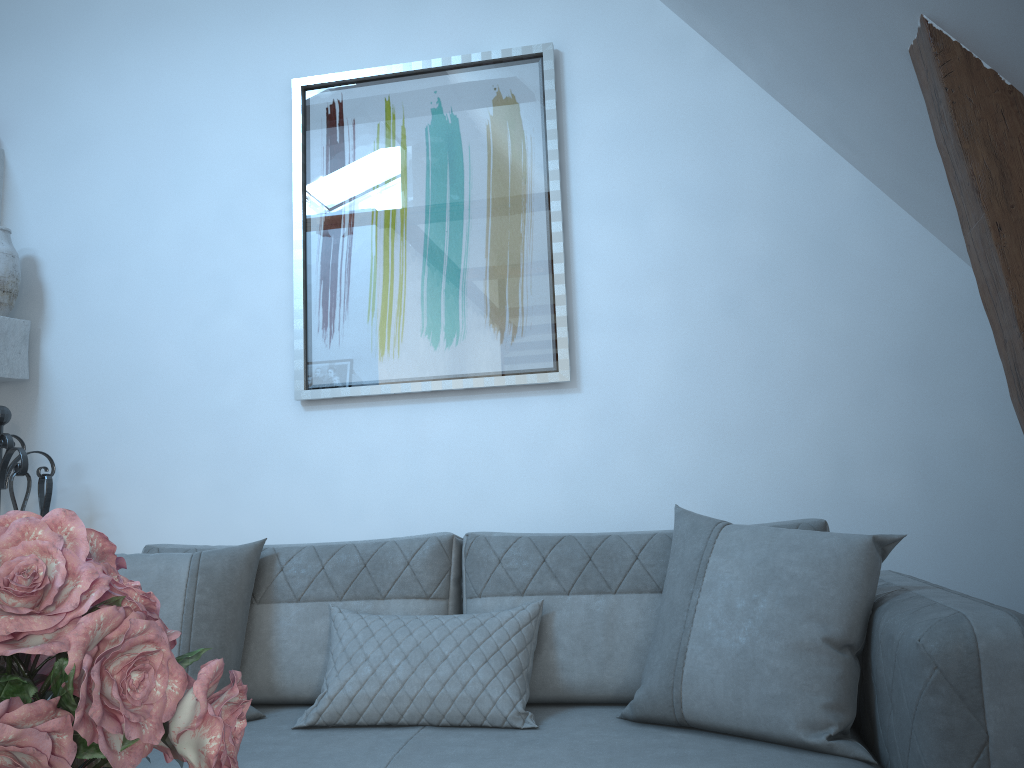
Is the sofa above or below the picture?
below

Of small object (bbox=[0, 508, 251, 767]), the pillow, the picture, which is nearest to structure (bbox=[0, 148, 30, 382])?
the picture

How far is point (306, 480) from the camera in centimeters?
307cm

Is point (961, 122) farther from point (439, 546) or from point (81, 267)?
point (81, 267)

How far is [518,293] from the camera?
3.0m

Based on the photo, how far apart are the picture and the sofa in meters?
0.7 m

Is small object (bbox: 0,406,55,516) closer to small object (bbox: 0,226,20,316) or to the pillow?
small object (bbox: 0,226,20,316)

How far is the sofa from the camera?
1.4m

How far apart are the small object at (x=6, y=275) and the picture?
1.1m

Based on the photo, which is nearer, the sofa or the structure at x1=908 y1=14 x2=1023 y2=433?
the sofa
